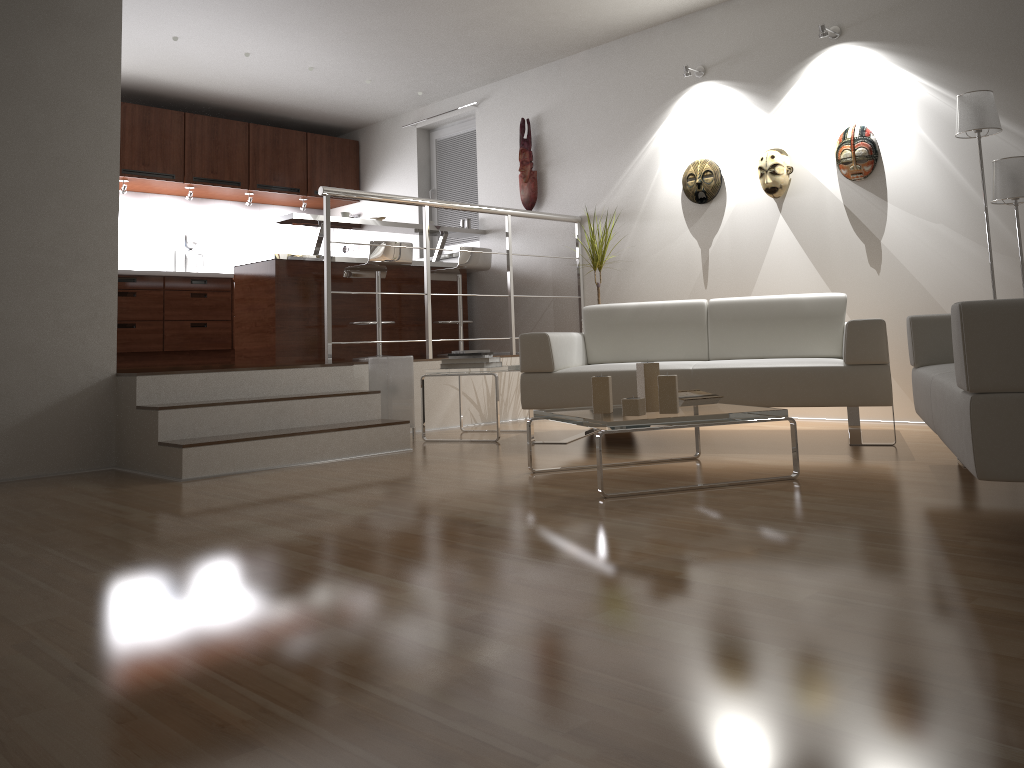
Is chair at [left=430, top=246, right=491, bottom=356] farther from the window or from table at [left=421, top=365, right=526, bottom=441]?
table at [left=421, top=365, right=526, bottom=441]

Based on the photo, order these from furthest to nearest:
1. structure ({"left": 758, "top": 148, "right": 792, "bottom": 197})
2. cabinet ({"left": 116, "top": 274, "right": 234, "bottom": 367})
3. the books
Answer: cabinet ({"left": 116, "top": 274, "right": 234, "bottom": 367}) → structure ({"left": 758, "top": 148, "right": 792, "bottom": 197}) → the books

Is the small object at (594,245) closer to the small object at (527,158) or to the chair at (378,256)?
the small object at (527,158)

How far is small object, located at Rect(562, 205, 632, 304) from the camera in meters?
5.8 m

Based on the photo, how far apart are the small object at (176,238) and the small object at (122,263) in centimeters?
25cm

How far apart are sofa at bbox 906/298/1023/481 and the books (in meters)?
0.75

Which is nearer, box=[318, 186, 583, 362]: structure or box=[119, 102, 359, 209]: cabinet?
box=[318, 186, 583, 362]: structure

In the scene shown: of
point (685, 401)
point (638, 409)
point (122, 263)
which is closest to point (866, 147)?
point (685, 401)

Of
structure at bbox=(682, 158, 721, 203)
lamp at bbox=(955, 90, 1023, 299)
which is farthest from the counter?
lamp at bbox=(955, 90, 1023, 299)

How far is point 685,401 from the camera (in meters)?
3.49
